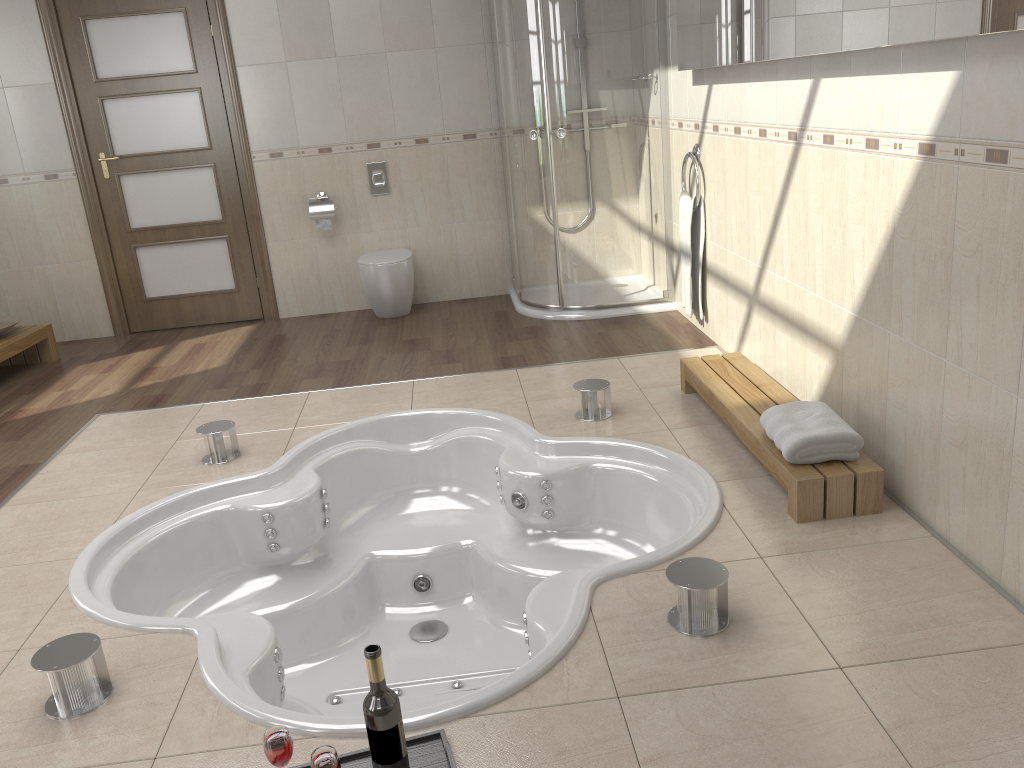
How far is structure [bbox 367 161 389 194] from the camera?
5.6m

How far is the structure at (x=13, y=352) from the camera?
4.9m

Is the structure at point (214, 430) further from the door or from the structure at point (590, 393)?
the door

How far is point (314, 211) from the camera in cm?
551

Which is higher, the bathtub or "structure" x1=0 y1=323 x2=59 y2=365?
"structure" x1=0 y1=323 x2=59 y2=365

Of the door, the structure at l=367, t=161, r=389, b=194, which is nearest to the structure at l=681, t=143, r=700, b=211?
the structure at l=367, t=161, r=389, b=194

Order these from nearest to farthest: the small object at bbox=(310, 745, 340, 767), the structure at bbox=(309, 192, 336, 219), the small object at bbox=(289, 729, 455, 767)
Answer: the small object at bbox=(310, 745, 340, 767), the small object at bbox=(289, 729, 455, 767), the structure at bbox=(309, 192, 336, 219)

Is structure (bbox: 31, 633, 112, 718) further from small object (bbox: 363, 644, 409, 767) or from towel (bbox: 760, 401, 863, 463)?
towel (bbox: 760, 401, 863, 463)

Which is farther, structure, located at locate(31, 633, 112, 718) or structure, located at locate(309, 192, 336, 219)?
structure, located at locate(309, 192, 336, 219)

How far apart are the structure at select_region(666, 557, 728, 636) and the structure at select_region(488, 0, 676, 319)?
3.0 meters
